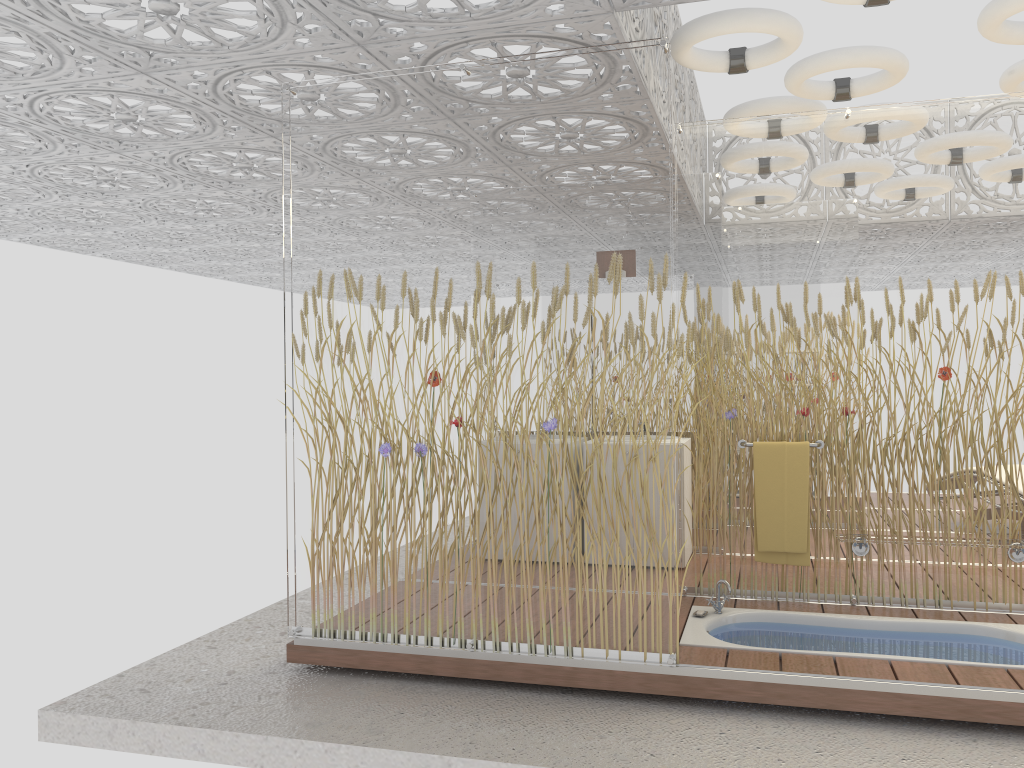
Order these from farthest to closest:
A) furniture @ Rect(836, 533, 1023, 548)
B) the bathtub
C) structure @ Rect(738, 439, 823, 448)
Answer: structure @ Rect(738, 439, 823, 448) → furniture @ Rect(836, 533, 1023, 548) → the bathtub

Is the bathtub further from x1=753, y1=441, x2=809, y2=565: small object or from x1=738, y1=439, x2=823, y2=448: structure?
x1=738, y1=439, x2=823, y2=448: structure

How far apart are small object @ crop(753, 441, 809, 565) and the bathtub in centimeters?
30cm

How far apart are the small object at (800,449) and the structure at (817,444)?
0.06m

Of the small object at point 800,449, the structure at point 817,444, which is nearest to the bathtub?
the small object at point 800,449

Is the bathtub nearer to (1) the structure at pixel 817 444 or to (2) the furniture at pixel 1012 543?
(2) the furniture at pixel 1012 543

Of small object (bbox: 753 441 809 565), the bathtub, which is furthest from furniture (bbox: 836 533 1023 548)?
the bathtub

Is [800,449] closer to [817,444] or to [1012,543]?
[817,444]

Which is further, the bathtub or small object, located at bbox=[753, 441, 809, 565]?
small object, located at bbox=[753, 441, 809, 565]

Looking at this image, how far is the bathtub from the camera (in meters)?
3.94
